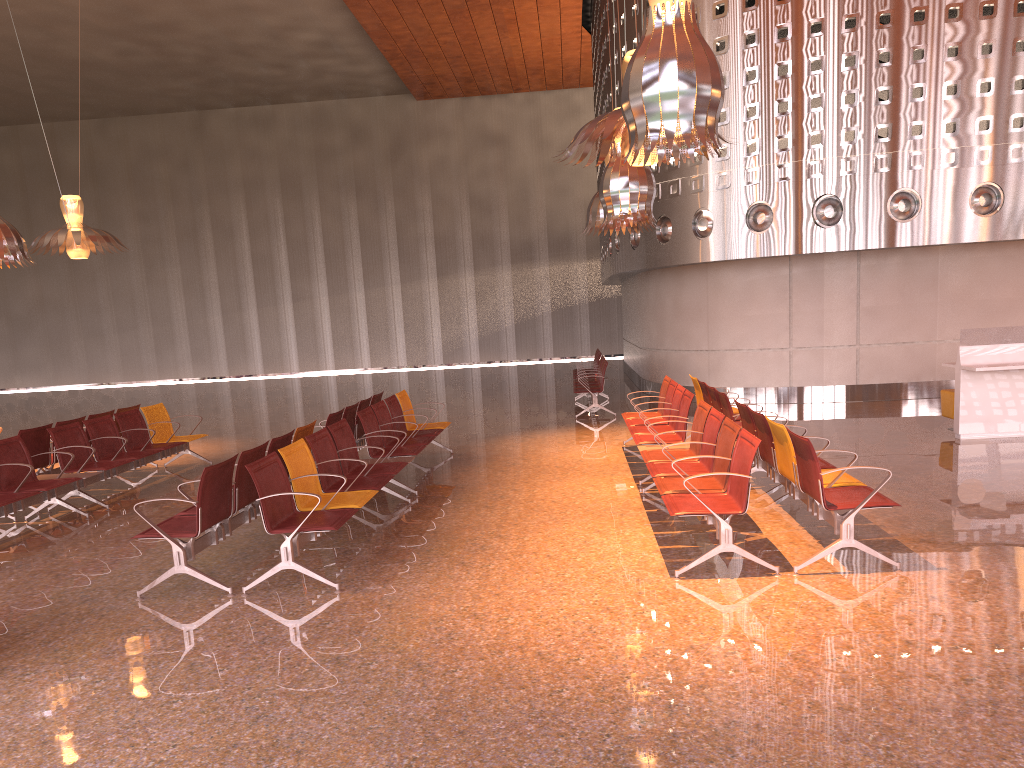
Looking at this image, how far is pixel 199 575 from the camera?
5.71m
